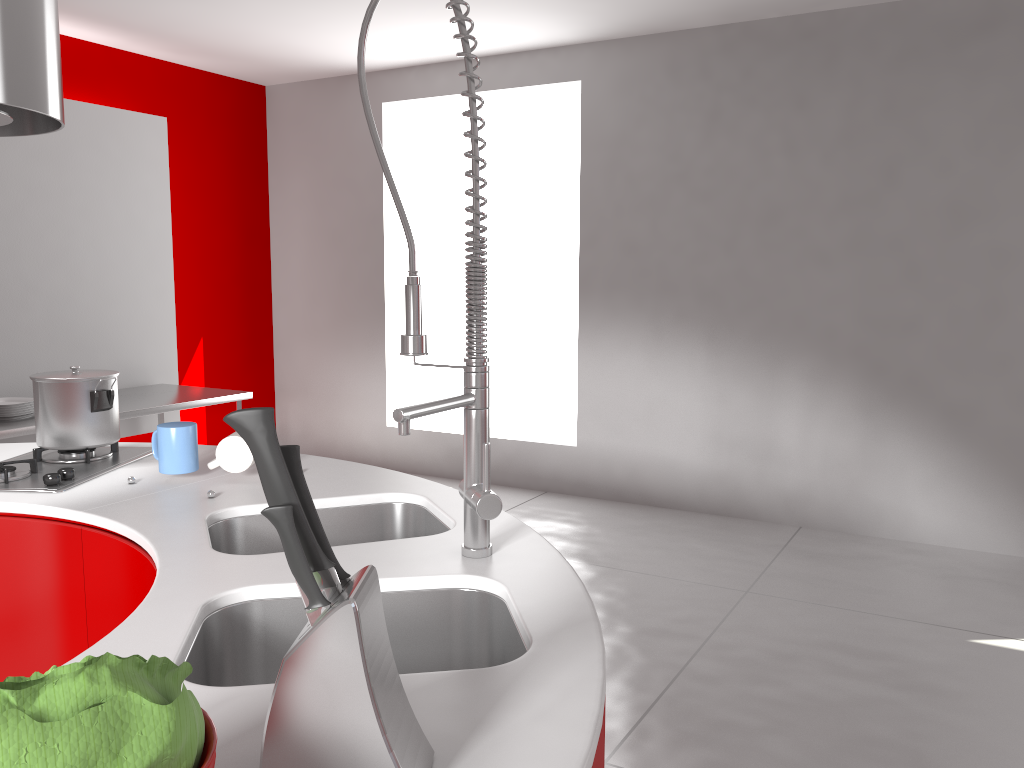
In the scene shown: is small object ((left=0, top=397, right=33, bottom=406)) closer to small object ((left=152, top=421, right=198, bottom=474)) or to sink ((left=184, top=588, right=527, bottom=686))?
small object ((left=152, top=421, right=198, bottom=474))

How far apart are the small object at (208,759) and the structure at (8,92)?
1.58m

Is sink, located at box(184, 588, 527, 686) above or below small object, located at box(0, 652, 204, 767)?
below

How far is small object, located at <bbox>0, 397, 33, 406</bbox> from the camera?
3.9 meters

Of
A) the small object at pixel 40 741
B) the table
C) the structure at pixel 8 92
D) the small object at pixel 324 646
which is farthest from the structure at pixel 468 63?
the table

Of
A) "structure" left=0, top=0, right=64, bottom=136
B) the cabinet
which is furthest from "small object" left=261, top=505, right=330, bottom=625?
"structure" left=0, top=0, right=64, bottom=136

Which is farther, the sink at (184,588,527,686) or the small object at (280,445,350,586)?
the sink at (184,588,527,686)

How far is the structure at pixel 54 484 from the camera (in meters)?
1.81

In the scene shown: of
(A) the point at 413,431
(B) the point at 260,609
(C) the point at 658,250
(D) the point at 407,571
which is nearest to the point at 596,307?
(C) the point at 658,250

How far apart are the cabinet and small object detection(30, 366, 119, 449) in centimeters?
33cm
